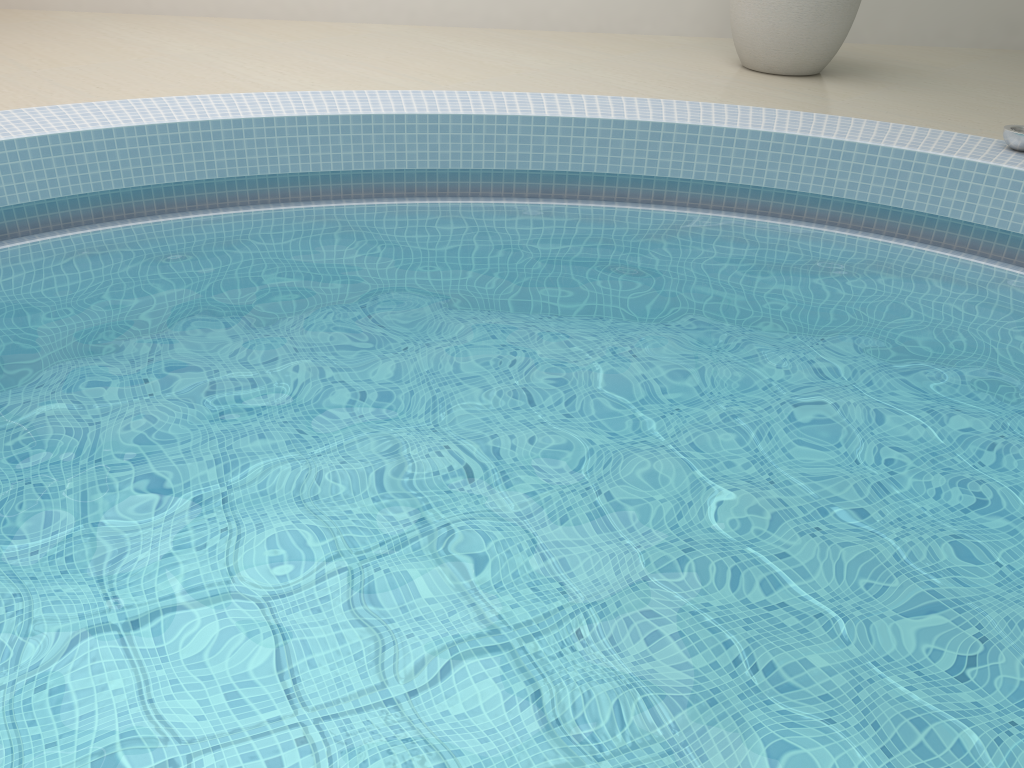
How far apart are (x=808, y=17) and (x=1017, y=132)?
1.5m

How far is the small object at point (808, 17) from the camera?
4.16m

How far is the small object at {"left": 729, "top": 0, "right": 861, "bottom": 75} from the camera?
4.16m

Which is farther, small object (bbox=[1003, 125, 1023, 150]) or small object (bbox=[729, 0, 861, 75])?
small object (bbox=[729, 0, 861, 75])

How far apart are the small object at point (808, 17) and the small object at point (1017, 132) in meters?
1.4

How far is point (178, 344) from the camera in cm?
230

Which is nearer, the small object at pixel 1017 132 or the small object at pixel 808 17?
the small object at pixel 1017 132

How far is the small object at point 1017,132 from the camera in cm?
296

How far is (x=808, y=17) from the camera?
4.2m

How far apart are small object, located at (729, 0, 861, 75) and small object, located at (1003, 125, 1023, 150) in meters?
1.4 m
